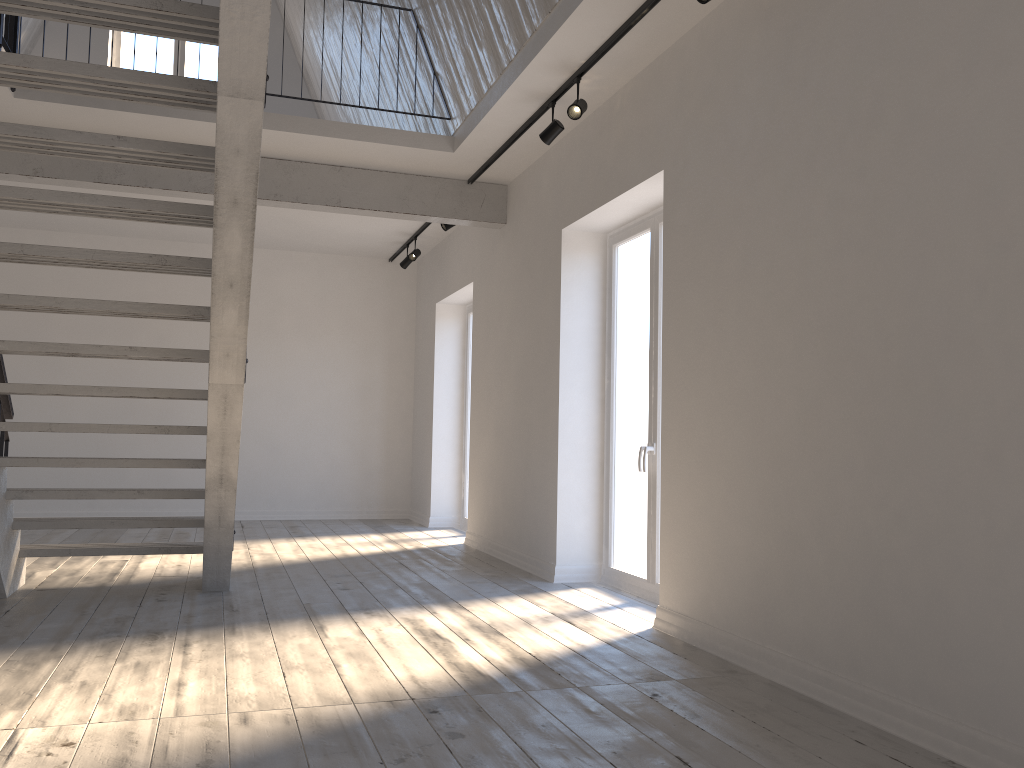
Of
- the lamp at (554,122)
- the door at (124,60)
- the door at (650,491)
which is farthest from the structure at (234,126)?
the door at (124,60)

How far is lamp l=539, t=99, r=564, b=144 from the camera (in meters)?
5.22

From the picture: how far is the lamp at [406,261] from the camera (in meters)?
9.25

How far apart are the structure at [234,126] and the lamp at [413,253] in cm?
184

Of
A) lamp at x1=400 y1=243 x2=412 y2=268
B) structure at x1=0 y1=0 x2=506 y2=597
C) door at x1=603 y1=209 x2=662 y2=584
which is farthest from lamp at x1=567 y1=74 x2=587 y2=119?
lamp at x1=400 y1=243 x2=412 y2=268

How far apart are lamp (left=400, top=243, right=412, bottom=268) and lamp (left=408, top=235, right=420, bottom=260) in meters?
0.3 m

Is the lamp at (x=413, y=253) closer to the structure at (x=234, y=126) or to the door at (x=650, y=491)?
the structure at (x=234, y=126)

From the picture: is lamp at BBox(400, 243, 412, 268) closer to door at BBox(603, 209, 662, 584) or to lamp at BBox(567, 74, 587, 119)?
door at BBox(603, 209, 662, 584)

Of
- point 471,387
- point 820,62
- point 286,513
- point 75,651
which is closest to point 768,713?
point 820,62

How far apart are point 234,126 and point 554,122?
2.5 meters
